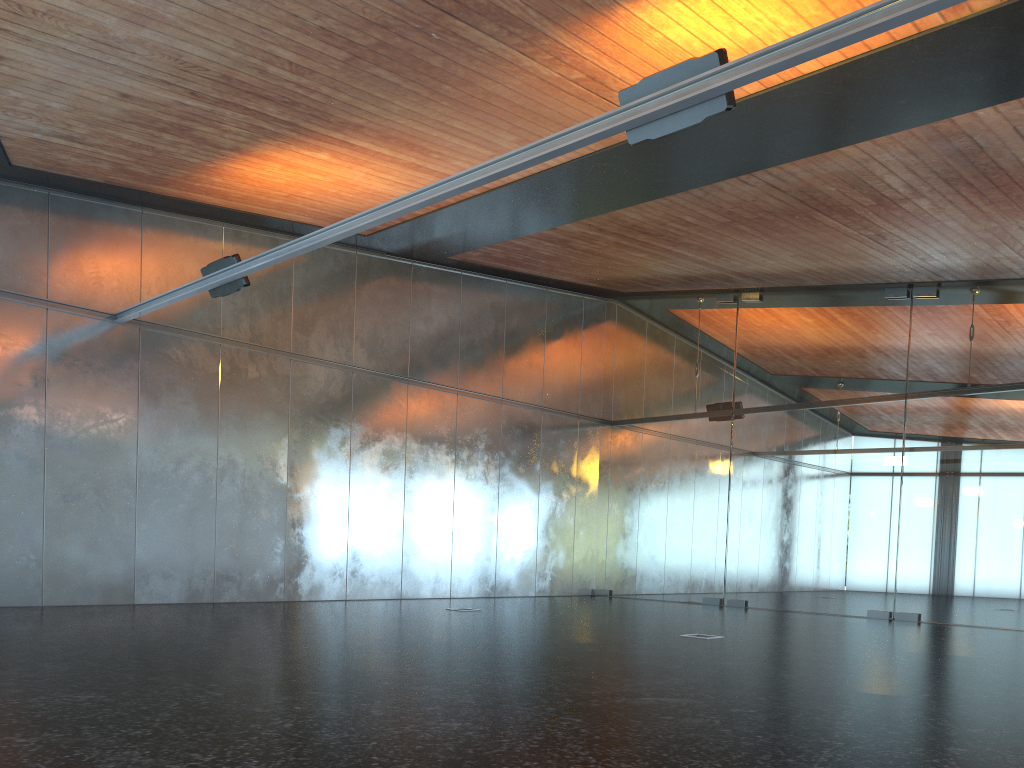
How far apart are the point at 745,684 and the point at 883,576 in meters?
9.8 m

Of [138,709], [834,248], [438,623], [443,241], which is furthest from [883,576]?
[138,709]
